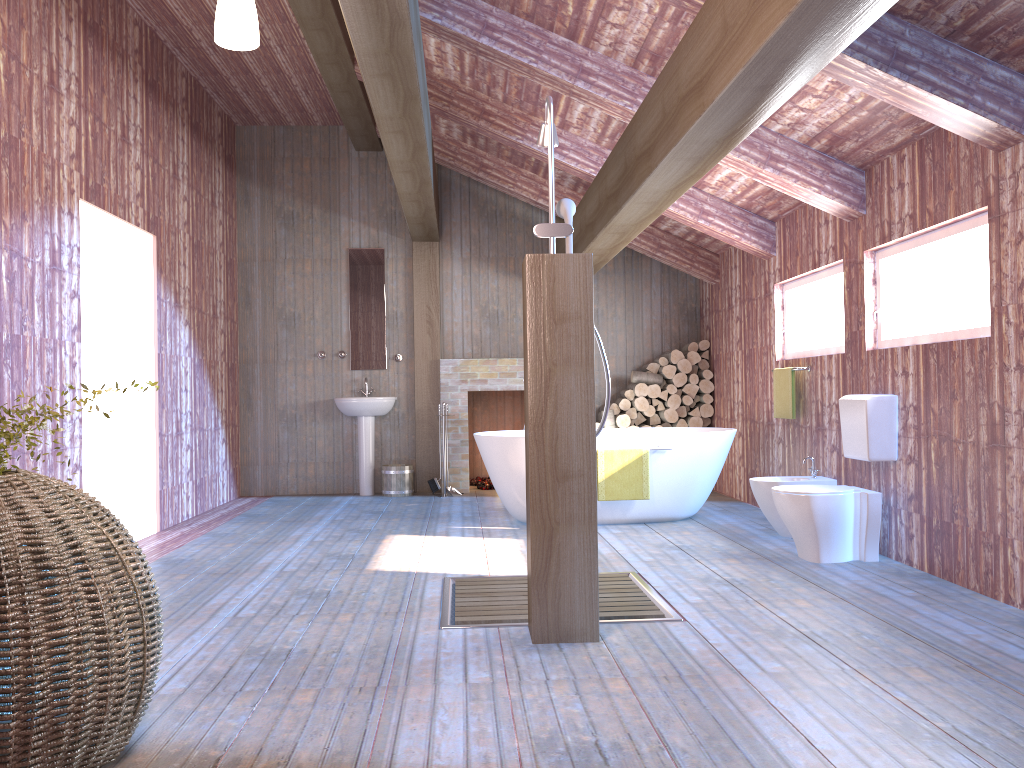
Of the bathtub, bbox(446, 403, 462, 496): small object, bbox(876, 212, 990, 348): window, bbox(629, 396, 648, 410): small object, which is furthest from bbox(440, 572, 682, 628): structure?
bbox(629, 396, 648, 410): small object

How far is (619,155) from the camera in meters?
5.0

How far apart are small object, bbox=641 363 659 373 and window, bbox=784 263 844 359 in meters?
2.0

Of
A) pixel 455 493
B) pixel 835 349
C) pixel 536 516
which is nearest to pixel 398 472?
pixel 455 493

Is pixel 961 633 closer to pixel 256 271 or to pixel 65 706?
pixel 65 706

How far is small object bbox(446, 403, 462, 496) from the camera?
8.4m

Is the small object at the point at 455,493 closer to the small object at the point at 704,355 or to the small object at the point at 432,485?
the small object at the point at 432,485

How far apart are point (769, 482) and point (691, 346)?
3.12m

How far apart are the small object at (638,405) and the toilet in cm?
348

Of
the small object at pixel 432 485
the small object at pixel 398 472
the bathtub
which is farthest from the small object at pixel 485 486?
the bathtub
